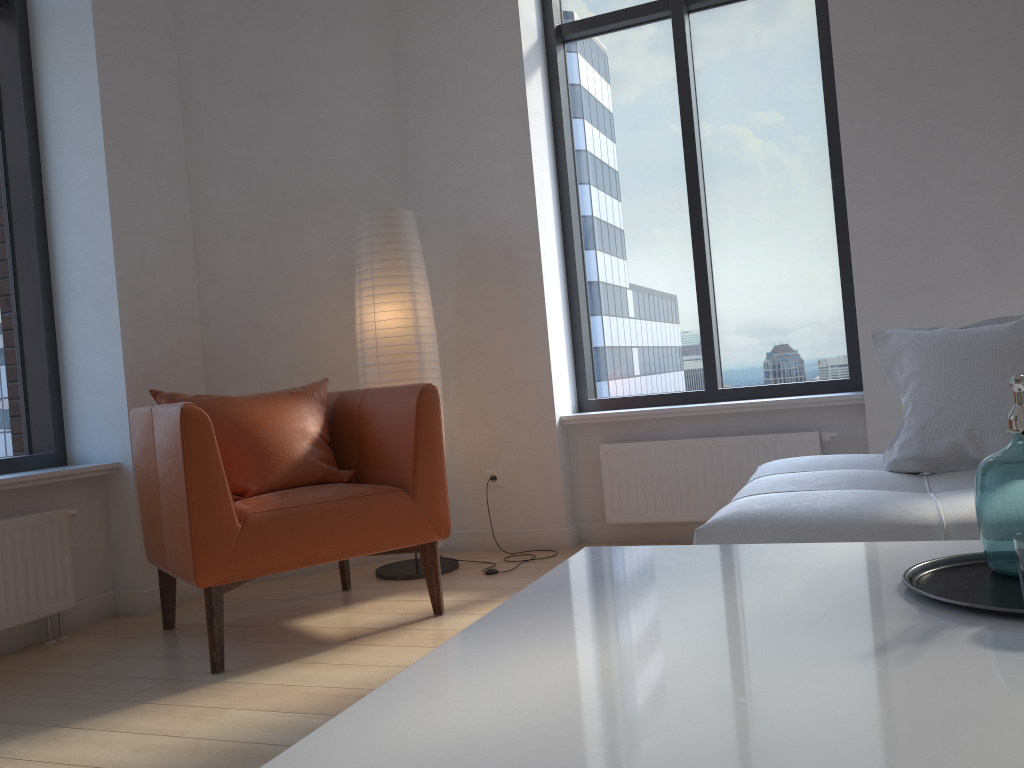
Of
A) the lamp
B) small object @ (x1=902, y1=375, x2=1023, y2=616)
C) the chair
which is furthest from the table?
the lamp

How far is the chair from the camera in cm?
257

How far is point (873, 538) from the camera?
1.8 meters

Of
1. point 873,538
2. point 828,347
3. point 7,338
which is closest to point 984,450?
point 873,538

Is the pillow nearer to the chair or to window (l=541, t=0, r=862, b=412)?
window (l=541, t=0, r=862, b=412)

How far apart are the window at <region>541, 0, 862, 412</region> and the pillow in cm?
122

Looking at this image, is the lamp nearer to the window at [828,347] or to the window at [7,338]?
the window at [828,347]

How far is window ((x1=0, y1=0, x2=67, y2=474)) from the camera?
3.5m

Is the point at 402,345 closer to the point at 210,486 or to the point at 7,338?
the point at 210,486

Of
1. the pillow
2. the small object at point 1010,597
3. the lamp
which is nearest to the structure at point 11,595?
the lamp
